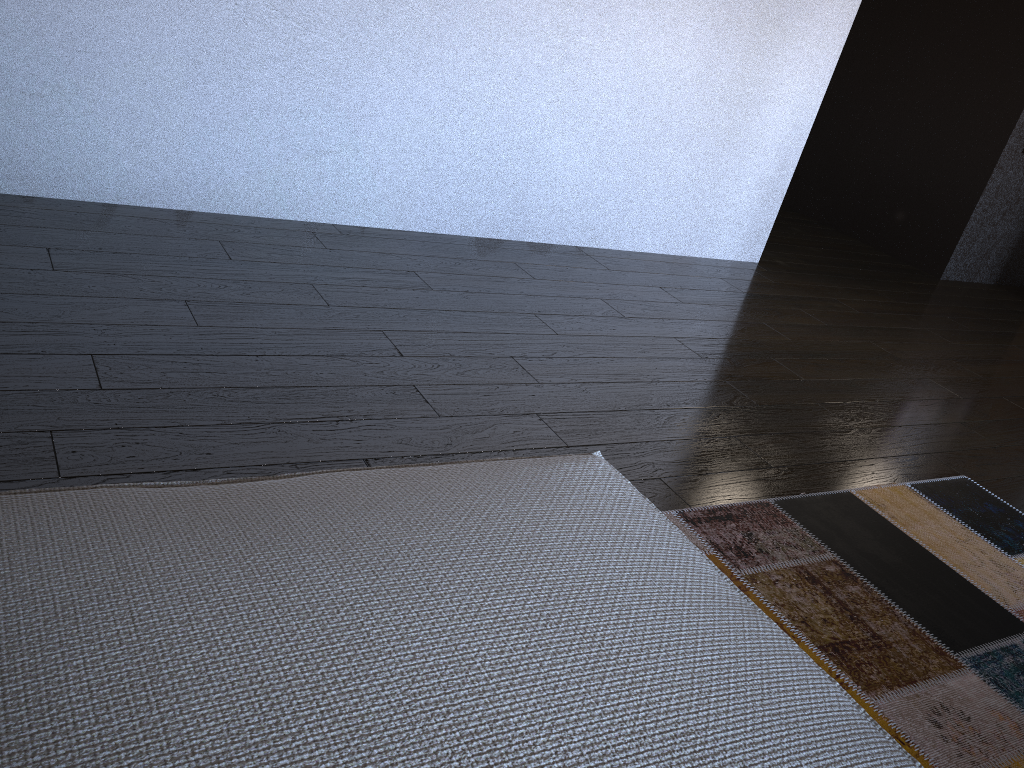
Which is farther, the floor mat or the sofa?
the floor mat

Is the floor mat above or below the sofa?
below

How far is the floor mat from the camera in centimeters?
150cm

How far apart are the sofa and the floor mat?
0.6m

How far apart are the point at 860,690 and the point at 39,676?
1.30m

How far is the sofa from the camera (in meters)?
0.65

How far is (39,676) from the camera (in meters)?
0.65

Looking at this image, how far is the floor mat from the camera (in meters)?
1.50

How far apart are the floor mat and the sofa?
0.6 meters

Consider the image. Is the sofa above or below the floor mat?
above
